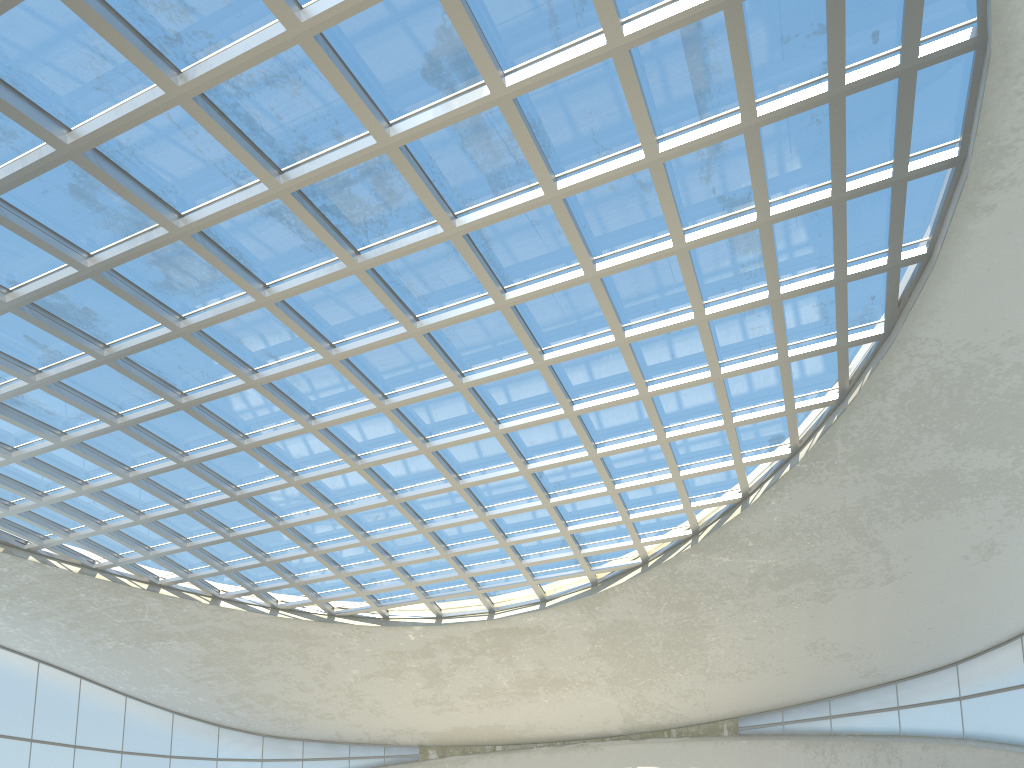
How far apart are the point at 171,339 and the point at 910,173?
43.2 meters

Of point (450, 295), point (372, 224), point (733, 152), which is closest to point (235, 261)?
point (372, 224)

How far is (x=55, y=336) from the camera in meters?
48.0 m
